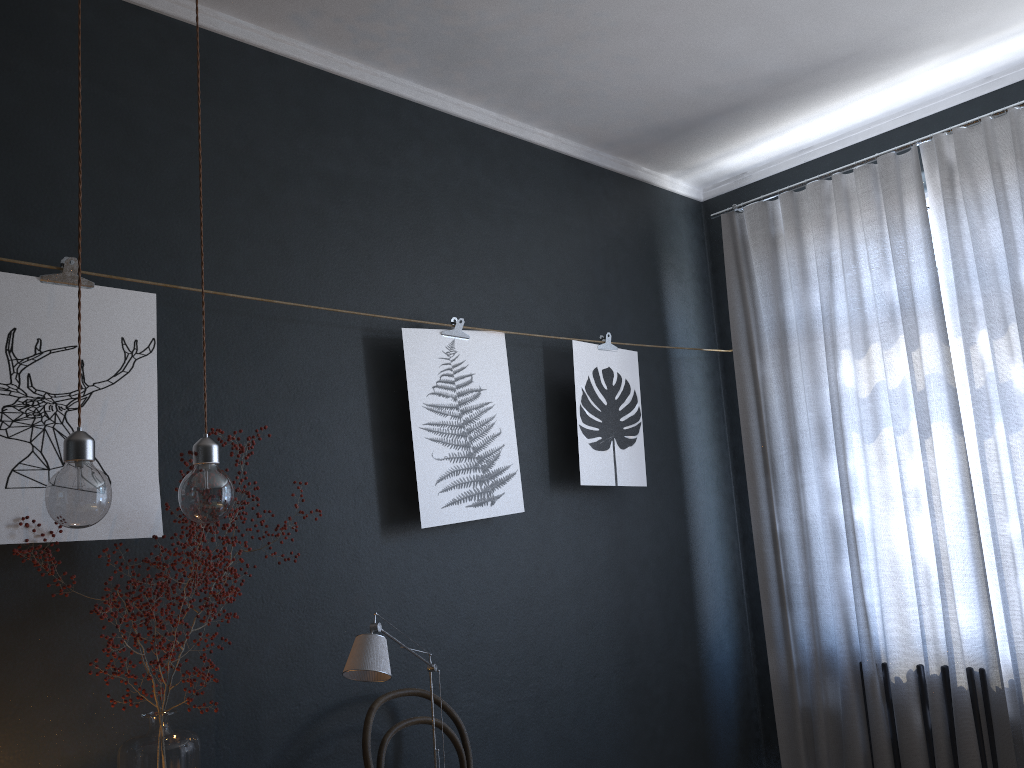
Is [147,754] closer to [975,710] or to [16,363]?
[16,363]

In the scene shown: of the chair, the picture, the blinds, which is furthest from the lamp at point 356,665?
the blinds

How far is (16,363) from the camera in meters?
2.1 m

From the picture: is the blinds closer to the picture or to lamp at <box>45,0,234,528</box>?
the picture

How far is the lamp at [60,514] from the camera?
1.56m

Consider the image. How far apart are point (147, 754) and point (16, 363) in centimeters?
96cm

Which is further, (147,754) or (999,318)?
(999,318)

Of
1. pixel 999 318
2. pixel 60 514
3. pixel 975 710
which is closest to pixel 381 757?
pixel 60 514

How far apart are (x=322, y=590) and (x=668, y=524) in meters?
1.7 m

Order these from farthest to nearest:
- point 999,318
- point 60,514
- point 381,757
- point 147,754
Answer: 1. point 999,318
2. point 381,757
3. point 147,754
4. point 60,514
